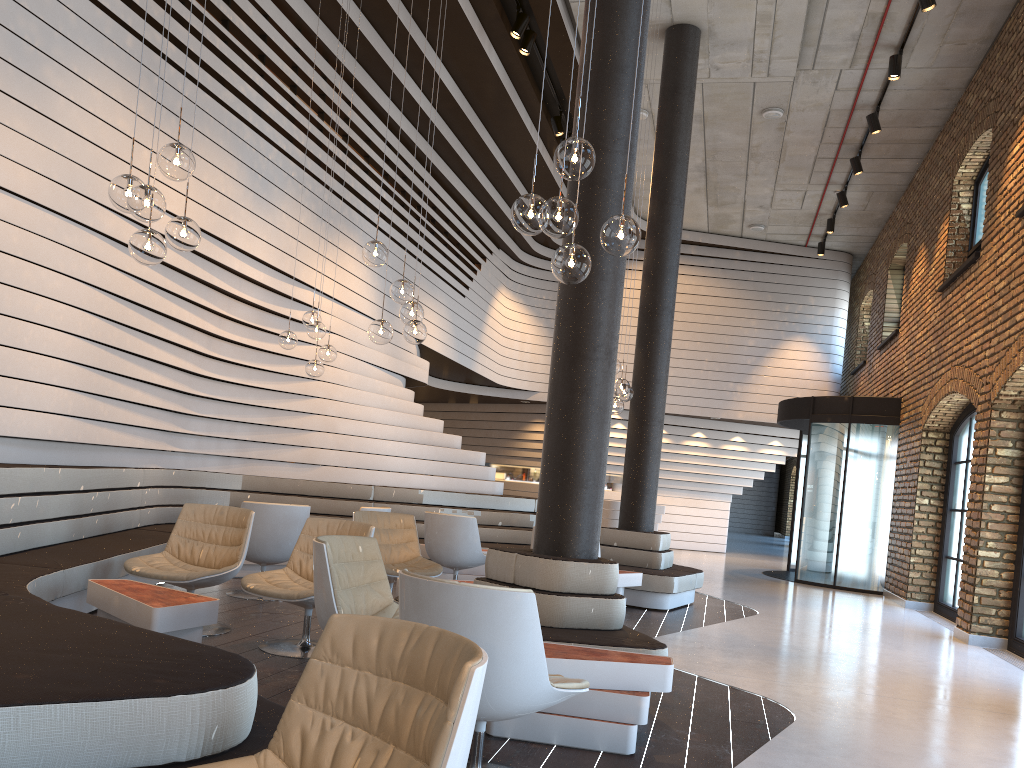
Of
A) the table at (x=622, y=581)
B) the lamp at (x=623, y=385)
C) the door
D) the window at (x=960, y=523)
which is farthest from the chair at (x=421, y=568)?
the door

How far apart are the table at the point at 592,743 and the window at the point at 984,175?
8.4 meters

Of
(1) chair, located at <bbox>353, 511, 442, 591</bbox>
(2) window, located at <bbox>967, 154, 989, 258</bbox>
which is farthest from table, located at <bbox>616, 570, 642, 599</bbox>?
(2) window, located at <bbox>967, 154, 989, 258</bbox>

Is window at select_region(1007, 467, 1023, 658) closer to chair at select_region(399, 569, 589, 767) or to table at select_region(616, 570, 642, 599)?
table at select_region(616, 570, 642, 599)

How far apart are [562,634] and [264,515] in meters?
3.1 m

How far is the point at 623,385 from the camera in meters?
7.9

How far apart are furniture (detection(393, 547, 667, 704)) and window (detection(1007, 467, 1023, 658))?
4.76m

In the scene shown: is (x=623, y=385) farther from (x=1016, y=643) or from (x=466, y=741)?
(x=466, y=741)

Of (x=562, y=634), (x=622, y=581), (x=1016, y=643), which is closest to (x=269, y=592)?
(x=562, y=634)

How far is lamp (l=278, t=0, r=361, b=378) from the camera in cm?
776
